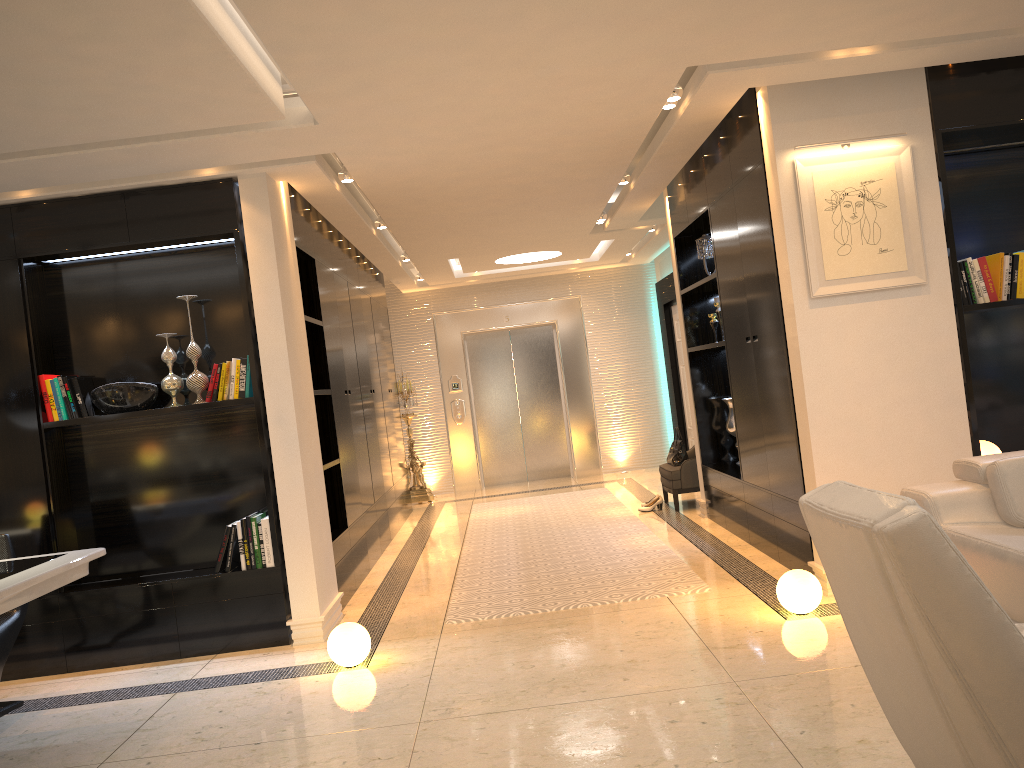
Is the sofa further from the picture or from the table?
the table

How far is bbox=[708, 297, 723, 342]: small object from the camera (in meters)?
6.88

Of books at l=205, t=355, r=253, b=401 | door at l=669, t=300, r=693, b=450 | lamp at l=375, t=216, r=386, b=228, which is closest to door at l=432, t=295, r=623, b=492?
door at l=669, t=300, r=693, b=450

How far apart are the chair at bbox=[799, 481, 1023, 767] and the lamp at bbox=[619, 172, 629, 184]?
4.9m

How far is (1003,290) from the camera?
4.72m

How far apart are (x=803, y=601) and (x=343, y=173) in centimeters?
360cm

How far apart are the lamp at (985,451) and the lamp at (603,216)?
4.1 meters

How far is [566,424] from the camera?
11.59m

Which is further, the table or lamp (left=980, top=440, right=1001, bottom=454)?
lamp (left=980, top=440, right=1001, bottom=454)

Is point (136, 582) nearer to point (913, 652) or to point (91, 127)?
point (91, 127)
